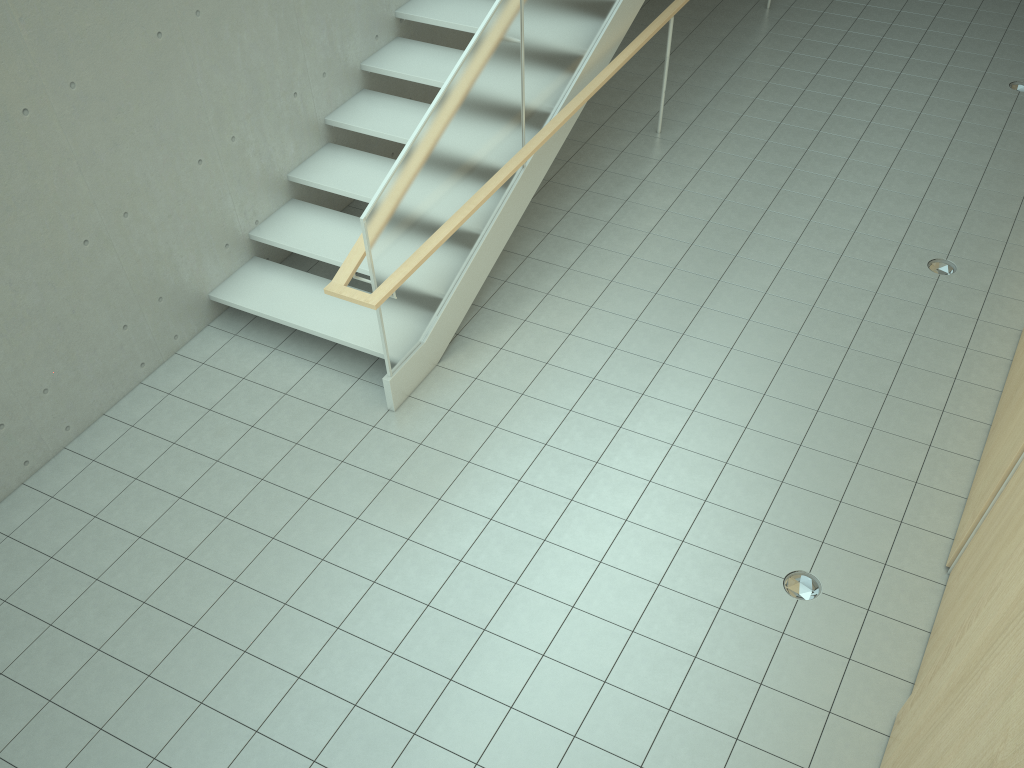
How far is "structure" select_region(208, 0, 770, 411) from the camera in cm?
486

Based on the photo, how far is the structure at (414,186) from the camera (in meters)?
4.86
